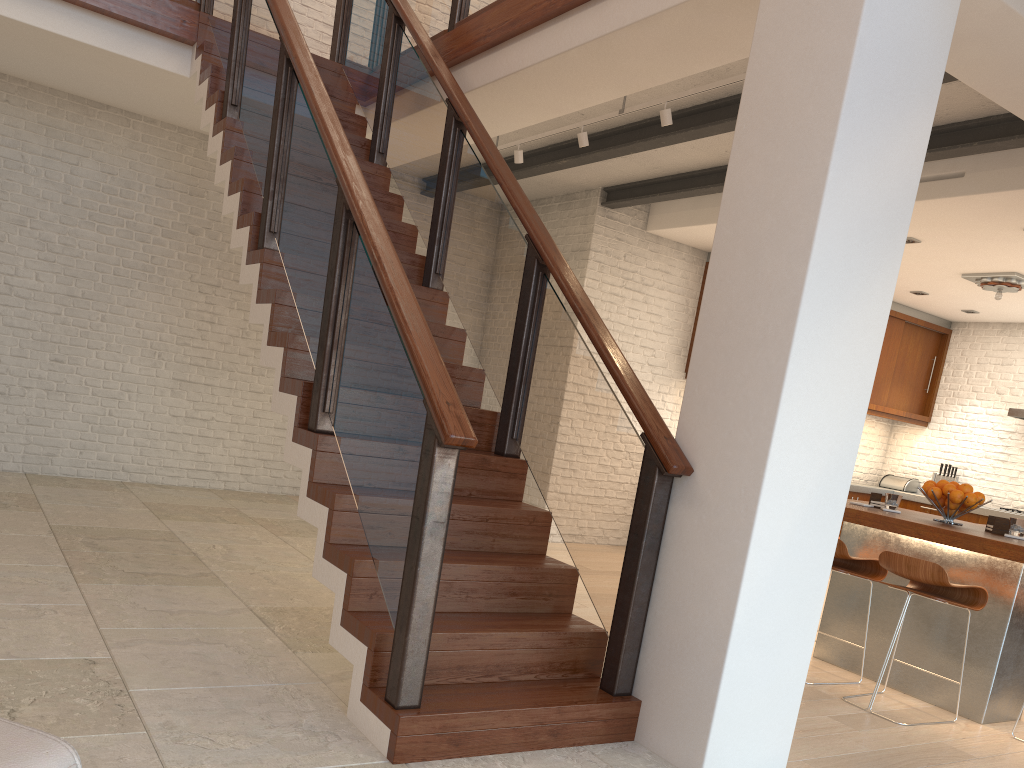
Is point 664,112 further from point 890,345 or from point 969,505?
point 890,345

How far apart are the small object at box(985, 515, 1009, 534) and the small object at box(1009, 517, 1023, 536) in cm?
10

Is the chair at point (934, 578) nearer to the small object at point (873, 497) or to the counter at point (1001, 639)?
the counter at point (1001, 639)

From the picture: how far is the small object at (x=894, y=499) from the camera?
4.7m

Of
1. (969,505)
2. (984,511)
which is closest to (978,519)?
(984,511)

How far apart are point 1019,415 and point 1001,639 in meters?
5.2

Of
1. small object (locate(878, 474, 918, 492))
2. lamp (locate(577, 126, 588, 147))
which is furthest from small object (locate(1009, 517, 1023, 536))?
small object (locate(878, 474, 918, 492))

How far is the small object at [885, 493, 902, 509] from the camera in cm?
474

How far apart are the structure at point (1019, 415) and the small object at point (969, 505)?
4.7 meters

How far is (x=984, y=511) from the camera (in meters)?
8.45
